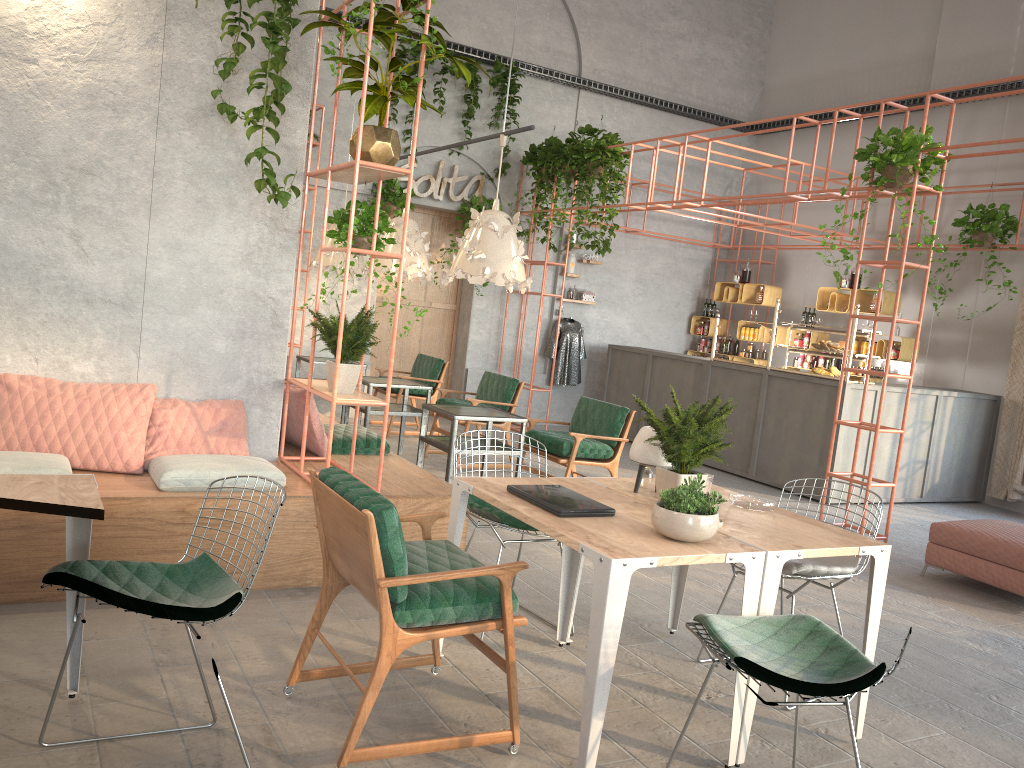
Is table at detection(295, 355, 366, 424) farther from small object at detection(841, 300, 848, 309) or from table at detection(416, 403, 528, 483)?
small object at detection(841, 300, 848, 309)

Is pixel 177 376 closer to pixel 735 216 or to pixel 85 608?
pixel 85 608

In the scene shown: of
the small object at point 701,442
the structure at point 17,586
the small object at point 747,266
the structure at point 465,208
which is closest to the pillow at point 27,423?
the structure at point 17,586

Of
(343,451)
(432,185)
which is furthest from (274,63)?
(432,185)

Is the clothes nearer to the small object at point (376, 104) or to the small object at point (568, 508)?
the small object at point (376, 104)

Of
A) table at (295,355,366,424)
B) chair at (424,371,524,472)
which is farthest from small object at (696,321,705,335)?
table at (295,355,366,424)

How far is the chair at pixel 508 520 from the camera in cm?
414

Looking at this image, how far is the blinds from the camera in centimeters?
950cm

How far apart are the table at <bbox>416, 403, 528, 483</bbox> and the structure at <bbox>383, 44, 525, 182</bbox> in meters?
5.3 m

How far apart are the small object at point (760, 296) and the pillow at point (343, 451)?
7.61m
